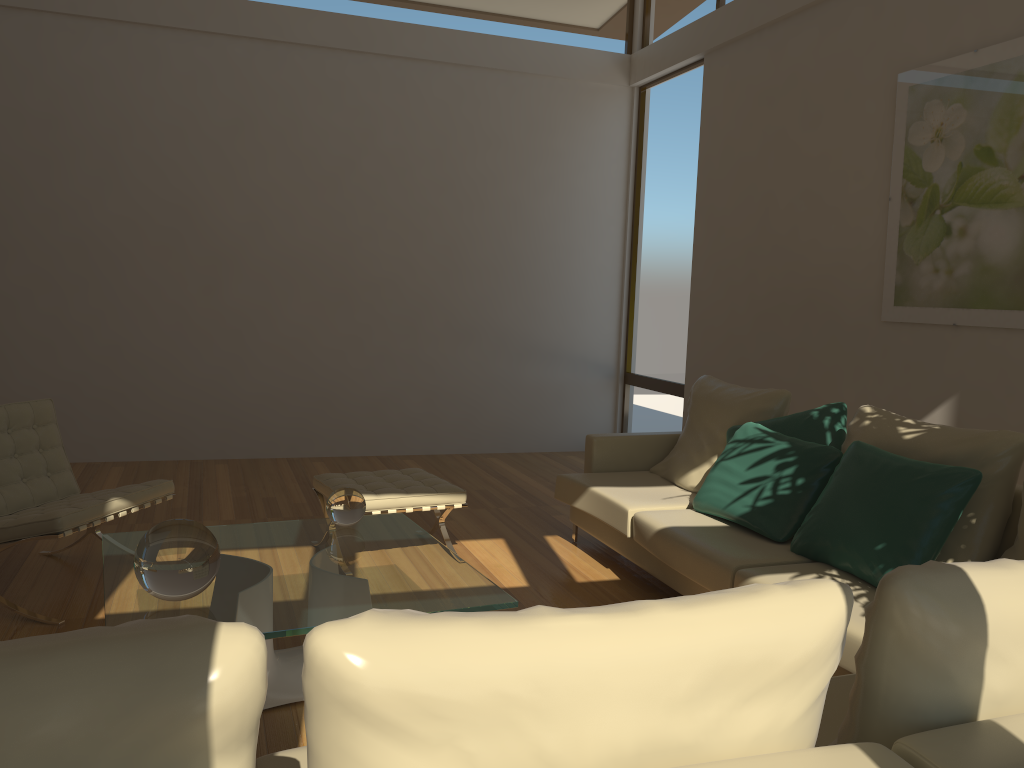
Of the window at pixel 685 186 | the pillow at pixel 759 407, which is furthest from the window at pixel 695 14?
the pillow at pixel 759 407

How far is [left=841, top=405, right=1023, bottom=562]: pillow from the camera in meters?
3.1 m

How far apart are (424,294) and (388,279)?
0.3 meters

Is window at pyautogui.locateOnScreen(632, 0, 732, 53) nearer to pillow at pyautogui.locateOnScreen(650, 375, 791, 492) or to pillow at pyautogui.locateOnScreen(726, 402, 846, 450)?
pillow at pyautogui.locateOnScreen(650, 375, 791, 492)

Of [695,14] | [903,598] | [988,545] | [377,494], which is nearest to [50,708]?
[903,598]

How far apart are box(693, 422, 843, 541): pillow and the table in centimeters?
131cm

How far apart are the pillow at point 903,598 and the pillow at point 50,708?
0.9m

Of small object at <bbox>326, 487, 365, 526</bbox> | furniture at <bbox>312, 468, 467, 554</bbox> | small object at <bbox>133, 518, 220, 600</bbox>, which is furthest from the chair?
small object at <bbox>133, 518, 220, 600</bbox>

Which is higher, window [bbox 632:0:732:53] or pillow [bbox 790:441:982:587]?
window [bbox 632:0:732:53]

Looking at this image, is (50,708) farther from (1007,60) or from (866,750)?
(1007,60)
